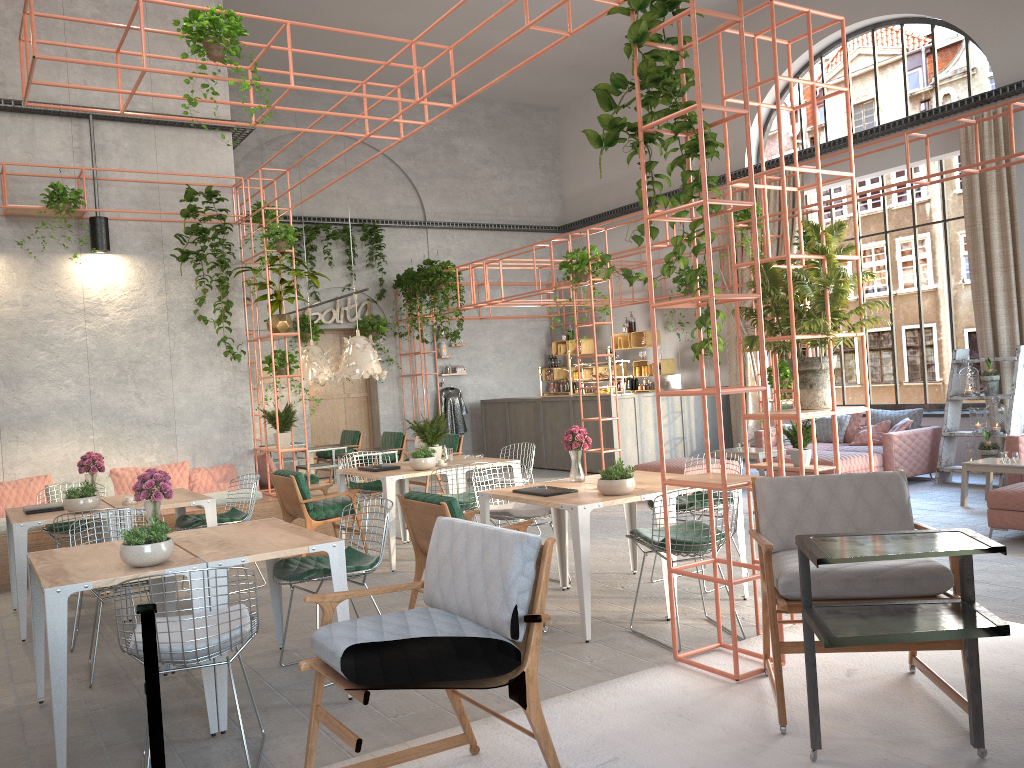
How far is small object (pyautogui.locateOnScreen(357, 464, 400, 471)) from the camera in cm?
819

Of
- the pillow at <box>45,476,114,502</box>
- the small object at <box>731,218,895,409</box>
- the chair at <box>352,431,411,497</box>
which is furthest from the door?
the small object at <box>731,218,895,409</box>

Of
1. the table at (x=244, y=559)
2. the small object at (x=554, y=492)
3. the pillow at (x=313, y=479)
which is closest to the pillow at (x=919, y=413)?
the small object at (x=554, y=492)

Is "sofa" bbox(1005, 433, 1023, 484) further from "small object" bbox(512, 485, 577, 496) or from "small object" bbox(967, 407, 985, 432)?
"small object" bbox(512, 485, 577, 496)

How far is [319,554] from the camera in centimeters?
840cm

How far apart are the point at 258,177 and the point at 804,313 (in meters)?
12.55

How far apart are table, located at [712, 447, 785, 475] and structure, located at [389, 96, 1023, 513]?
2.0m

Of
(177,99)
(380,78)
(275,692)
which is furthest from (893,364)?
(275,692)

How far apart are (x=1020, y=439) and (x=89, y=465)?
9.07m

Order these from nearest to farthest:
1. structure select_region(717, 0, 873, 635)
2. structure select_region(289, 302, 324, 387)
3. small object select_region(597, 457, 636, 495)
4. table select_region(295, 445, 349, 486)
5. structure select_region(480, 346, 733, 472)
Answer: structure select_region(717, 0, 873, 635)
small object select_region(597, 457, 636, 495)
table select_region(295, 445, 349, 486)
structure select_region(480, 346, 733, 472)
structure select_region(289, 302, 324, 387)
